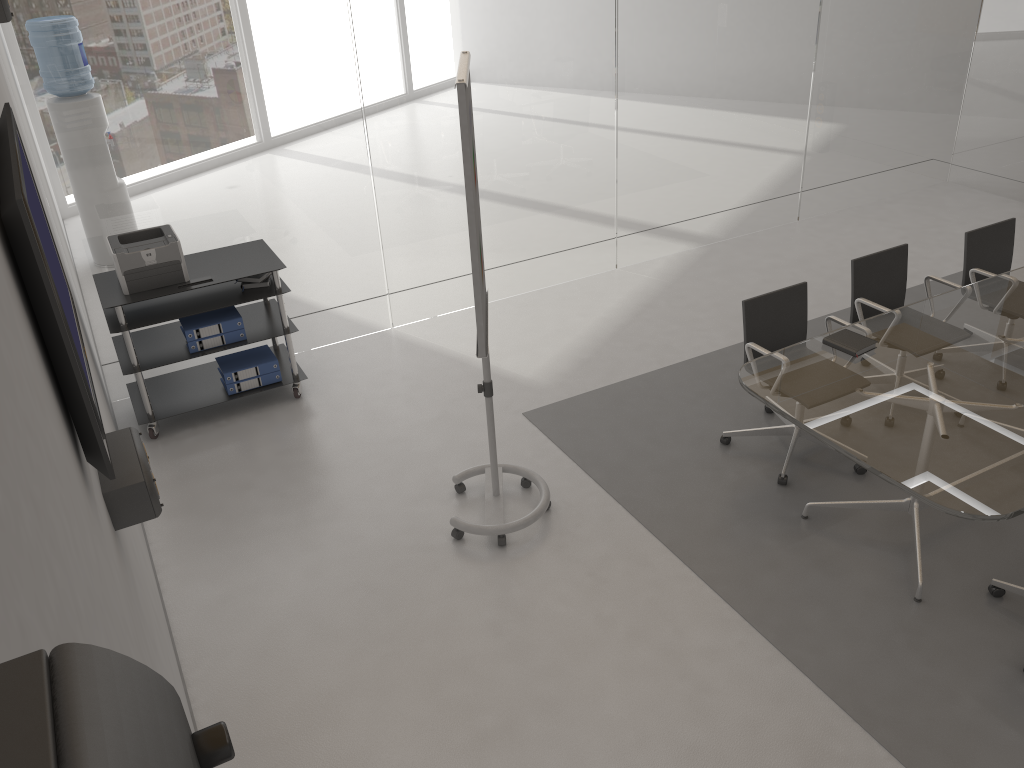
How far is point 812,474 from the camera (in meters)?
4.46

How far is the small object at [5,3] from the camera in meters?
3.2 m

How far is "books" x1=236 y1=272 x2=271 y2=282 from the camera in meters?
5.1 m

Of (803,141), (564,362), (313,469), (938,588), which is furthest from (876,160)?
(313,469)

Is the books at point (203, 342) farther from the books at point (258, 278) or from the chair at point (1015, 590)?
the chair at point (1015, 590)

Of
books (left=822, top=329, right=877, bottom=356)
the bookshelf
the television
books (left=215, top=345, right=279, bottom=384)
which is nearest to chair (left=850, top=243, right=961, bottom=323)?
books (left=822, top=329, right=877, bottom=356)

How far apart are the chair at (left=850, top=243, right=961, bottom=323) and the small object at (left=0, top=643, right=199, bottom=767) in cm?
488

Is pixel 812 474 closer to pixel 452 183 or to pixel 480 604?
pixel 480 604

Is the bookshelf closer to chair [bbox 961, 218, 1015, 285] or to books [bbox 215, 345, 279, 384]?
books [bbox 215, 345, 279, 384]

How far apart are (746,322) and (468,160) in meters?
1.9 m
